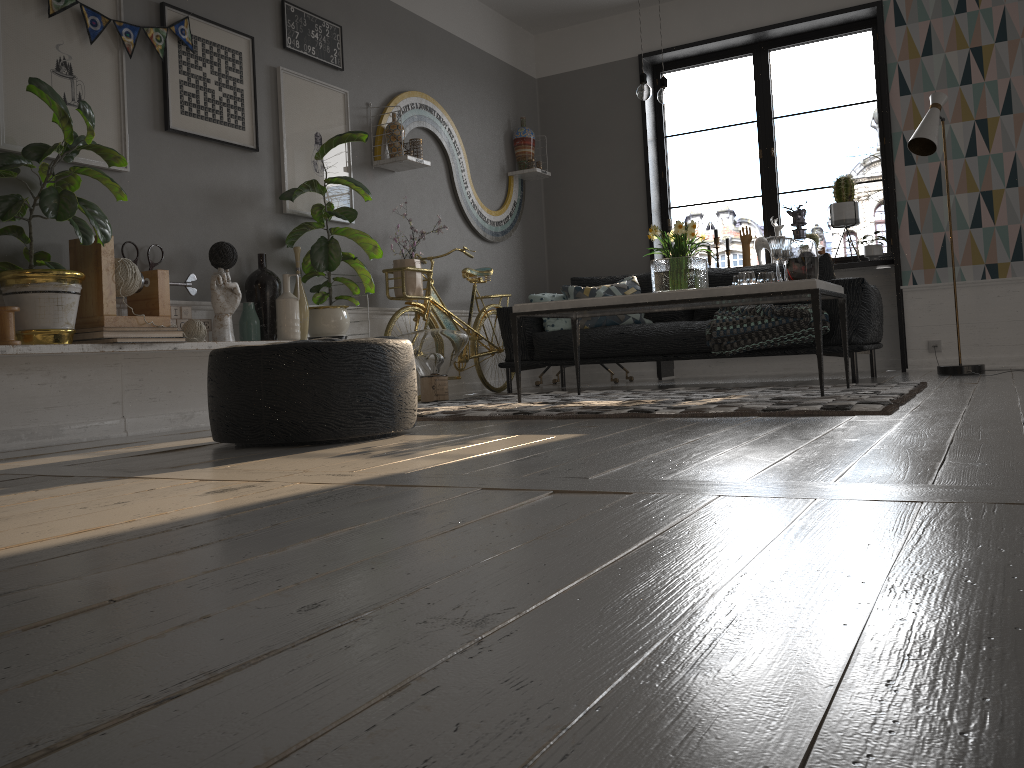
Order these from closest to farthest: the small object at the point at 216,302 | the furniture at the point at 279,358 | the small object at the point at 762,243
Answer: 1. the furniture at the point at 279,358
2. the small object at the point at 216,302
3. the small object at the point at 762,243

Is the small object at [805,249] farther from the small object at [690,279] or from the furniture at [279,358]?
the furniture at [279,358]

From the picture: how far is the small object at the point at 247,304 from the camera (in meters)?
4.29

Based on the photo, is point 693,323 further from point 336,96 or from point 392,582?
point 392,582

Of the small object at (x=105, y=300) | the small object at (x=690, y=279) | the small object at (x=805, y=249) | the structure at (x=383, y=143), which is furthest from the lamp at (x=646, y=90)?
the small object at (x=105, y=300)

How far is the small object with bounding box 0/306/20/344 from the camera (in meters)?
3.14

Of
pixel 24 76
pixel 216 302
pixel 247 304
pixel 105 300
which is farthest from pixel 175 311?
pixel 24 76

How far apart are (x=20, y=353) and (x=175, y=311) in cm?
90

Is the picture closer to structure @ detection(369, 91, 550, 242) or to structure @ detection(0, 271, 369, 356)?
structure @ detection(369, 91, 550, 242)

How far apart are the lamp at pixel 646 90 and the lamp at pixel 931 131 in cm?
190
